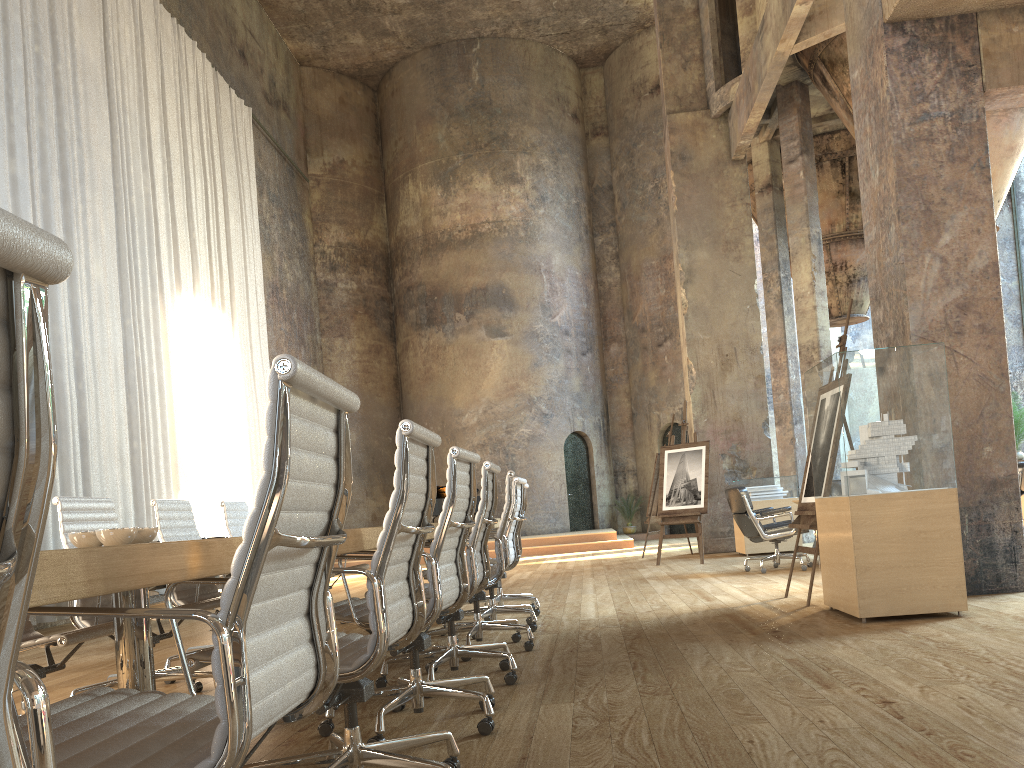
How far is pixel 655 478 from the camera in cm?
1291

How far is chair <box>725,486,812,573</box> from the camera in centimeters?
861cm

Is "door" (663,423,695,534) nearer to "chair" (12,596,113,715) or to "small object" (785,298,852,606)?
"small object" (785,298,852,606)

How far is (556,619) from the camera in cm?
618

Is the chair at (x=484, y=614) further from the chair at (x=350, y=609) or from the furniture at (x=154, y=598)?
the furniture at (x=154, y=598)

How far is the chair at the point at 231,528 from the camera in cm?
573

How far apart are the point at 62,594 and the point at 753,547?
11.12m

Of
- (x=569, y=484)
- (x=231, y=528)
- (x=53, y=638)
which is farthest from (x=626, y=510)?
(x=53, y=638)

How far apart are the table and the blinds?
7.06m

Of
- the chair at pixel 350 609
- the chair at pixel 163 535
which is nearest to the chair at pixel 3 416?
the chair at pixel 350 609
